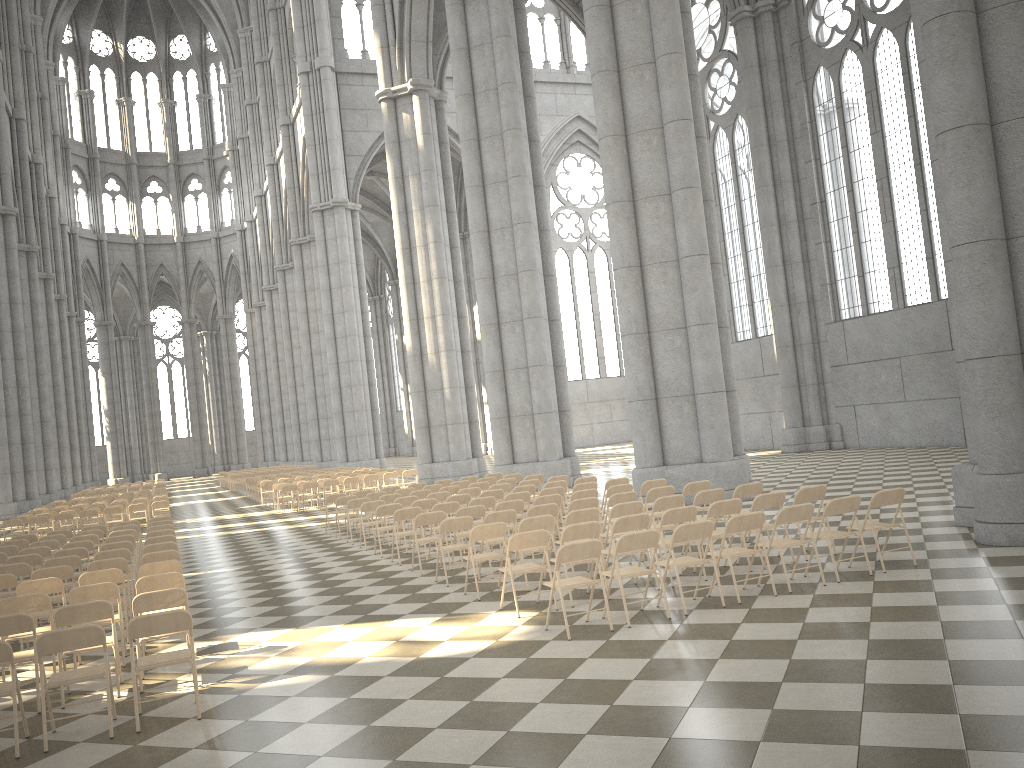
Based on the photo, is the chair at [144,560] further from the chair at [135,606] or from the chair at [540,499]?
the chair at [540,499]

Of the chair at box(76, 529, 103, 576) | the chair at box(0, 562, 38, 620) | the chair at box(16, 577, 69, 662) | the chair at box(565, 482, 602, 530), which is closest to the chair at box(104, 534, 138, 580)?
the chair at box(76, 529, 103, 576)

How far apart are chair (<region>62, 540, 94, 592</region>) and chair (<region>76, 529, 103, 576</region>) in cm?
226

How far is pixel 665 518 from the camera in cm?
936

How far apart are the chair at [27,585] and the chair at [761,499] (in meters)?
7.46

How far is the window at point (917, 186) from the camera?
23.74m

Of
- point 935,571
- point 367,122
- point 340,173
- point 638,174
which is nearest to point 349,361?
point 340,173

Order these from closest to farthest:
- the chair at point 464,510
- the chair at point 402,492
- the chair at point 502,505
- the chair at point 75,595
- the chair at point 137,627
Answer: the chair at point 137,627 → the chair at point 75,595 → the chair at point 464,510 → the chair at point 502,505 → the chair at point 402,492

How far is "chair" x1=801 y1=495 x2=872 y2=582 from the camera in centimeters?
872cm

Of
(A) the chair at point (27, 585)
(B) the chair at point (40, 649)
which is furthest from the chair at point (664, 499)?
(A) the chair at point (27, 585)
